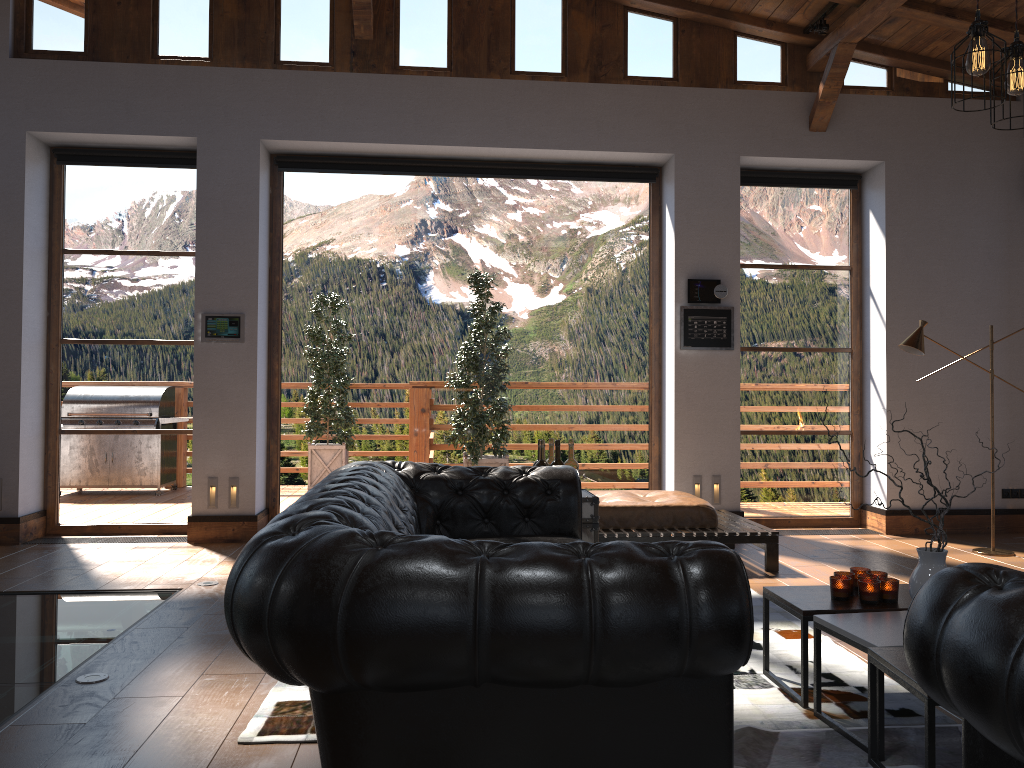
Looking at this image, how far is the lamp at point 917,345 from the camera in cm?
623

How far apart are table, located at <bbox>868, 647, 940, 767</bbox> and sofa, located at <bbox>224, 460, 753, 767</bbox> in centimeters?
62cm

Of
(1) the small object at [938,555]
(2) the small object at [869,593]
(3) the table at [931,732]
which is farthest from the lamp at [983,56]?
(3) the table at [931,732]

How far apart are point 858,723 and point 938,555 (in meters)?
0.64

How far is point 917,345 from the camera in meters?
6.2 m

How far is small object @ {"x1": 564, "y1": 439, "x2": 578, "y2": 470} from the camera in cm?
470

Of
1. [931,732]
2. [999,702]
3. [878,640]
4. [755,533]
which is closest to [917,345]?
[755,533]

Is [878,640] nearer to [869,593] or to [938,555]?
[938,555]

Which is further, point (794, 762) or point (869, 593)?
point (869, 593)

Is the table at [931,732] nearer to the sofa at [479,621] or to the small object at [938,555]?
the small object at [938,555]
